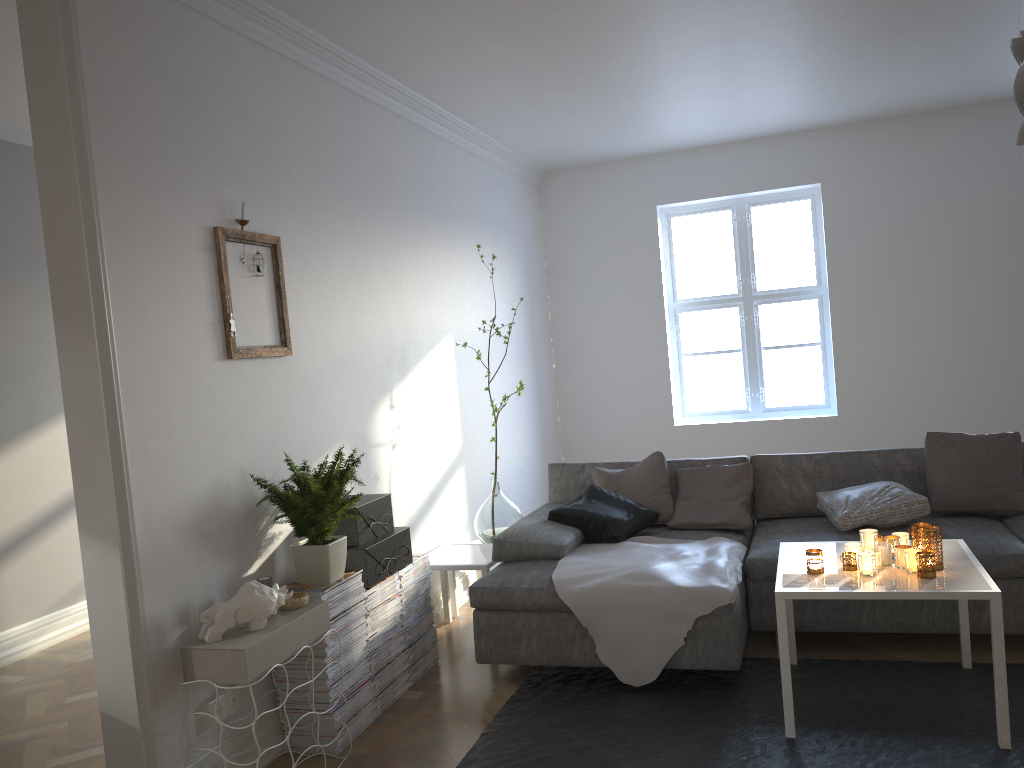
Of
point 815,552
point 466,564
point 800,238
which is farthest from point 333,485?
point 800,238

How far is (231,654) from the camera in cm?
264

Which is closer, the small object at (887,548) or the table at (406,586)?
the small object at (887,548)

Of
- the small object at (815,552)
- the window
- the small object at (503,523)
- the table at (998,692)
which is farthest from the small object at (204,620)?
the window

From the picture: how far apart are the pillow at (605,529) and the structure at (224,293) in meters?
1.5

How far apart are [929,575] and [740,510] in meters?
1.4

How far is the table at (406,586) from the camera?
3.8m

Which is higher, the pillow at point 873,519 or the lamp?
the lamp

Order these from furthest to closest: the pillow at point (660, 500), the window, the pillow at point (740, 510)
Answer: the window < the pillow at point (660, 500) < the pillow at point (740, 510)

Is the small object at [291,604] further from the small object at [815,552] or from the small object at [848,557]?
the small object at [848,557]
